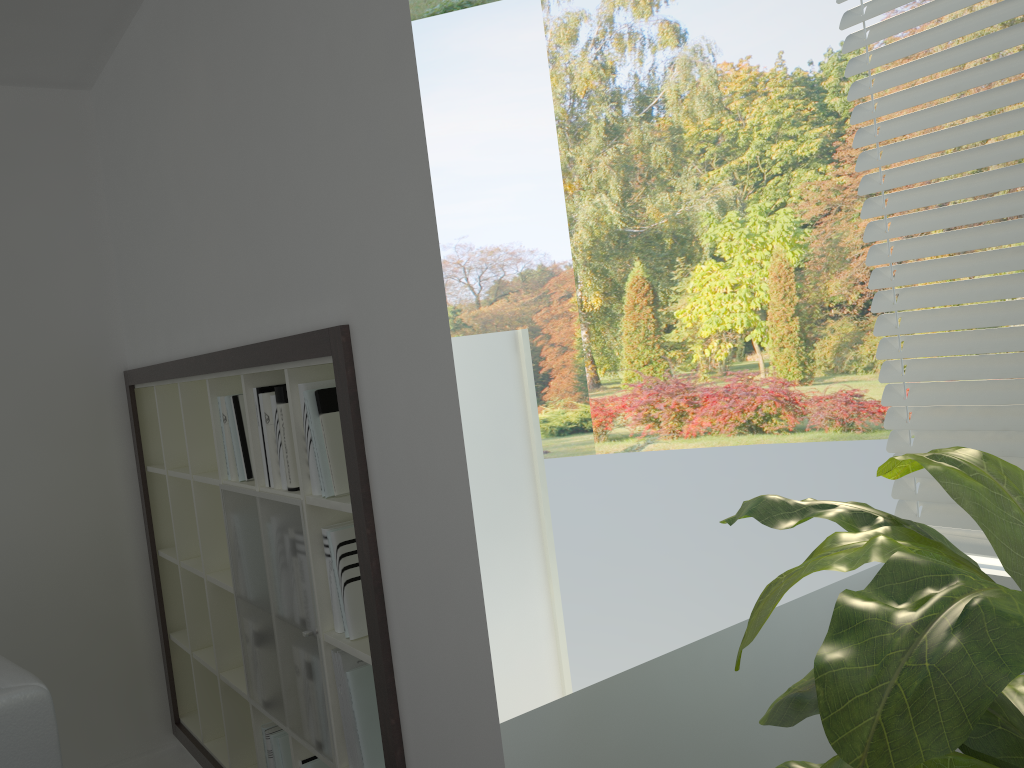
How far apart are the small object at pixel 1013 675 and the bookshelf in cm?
67

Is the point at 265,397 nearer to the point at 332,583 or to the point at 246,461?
the point at 246,461

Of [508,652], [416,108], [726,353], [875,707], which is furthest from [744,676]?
[726,353]

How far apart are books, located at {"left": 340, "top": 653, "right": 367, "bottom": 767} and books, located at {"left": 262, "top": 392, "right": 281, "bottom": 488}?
0.5m

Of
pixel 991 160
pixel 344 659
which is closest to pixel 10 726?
pixel 344 659

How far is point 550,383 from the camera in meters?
12.8

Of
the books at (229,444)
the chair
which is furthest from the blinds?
the chair

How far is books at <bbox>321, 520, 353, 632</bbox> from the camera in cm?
217

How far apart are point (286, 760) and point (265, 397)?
1.1 meters

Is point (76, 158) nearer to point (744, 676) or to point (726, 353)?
point (744, 676)
